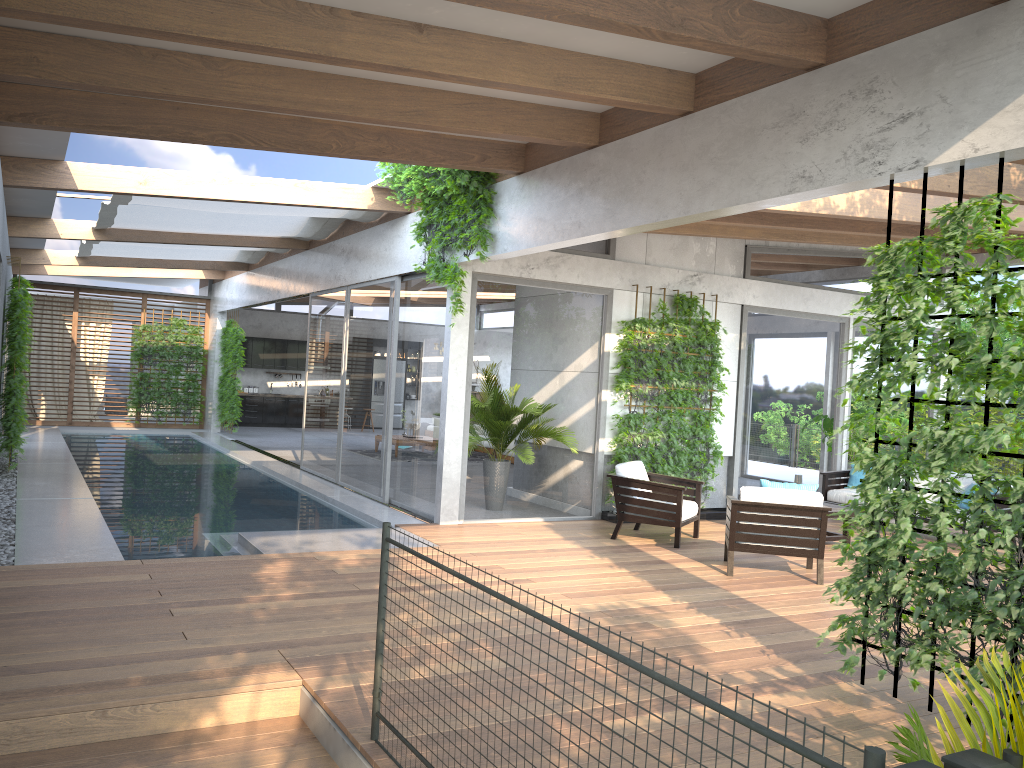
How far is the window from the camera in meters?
9.5

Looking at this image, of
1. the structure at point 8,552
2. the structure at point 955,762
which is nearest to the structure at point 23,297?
the structure at point 8,552

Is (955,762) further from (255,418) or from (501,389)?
(255,418)

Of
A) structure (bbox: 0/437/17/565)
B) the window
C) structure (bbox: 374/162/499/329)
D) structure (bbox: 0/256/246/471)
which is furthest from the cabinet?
structure (bbox: 374/162/499/329)

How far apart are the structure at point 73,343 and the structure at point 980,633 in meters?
18.6 m

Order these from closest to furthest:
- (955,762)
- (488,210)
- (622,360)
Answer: (955,762)
(488,210)
(622,360)

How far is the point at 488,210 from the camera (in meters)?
8.35

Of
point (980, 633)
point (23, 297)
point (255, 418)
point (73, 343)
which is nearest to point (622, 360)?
point (980, 633)

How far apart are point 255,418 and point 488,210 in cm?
1584

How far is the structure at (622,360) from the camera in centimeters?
1012cm
